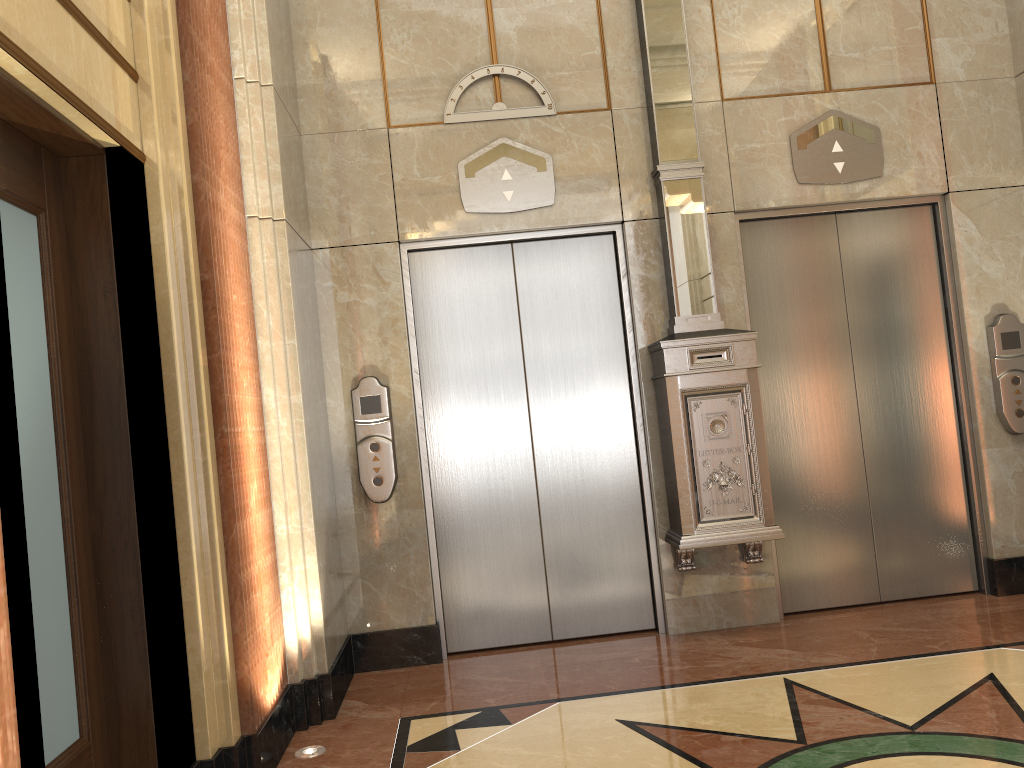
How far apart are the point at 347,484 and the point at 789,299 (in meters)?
2.58

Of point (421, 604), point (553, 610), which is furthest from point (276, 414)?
point (553, 610)
